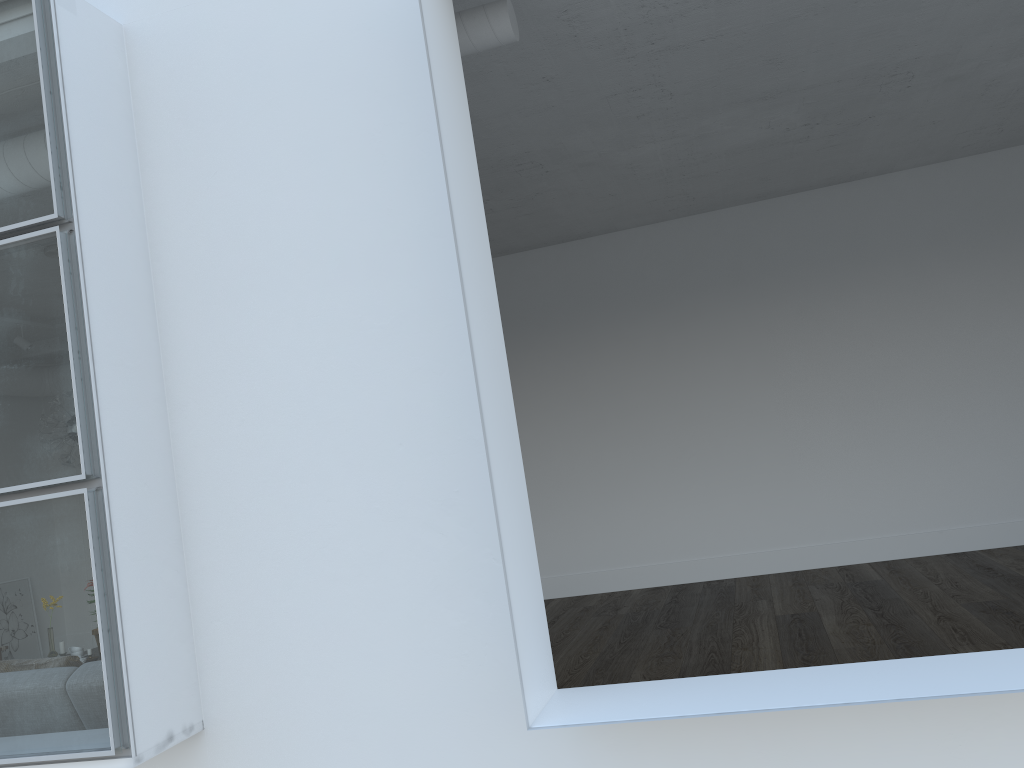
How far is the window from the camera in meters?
8.9

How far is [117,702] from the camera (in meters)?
8.94

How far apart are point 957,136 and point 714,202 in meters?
1.9 m

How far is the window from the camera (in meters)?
8.94
